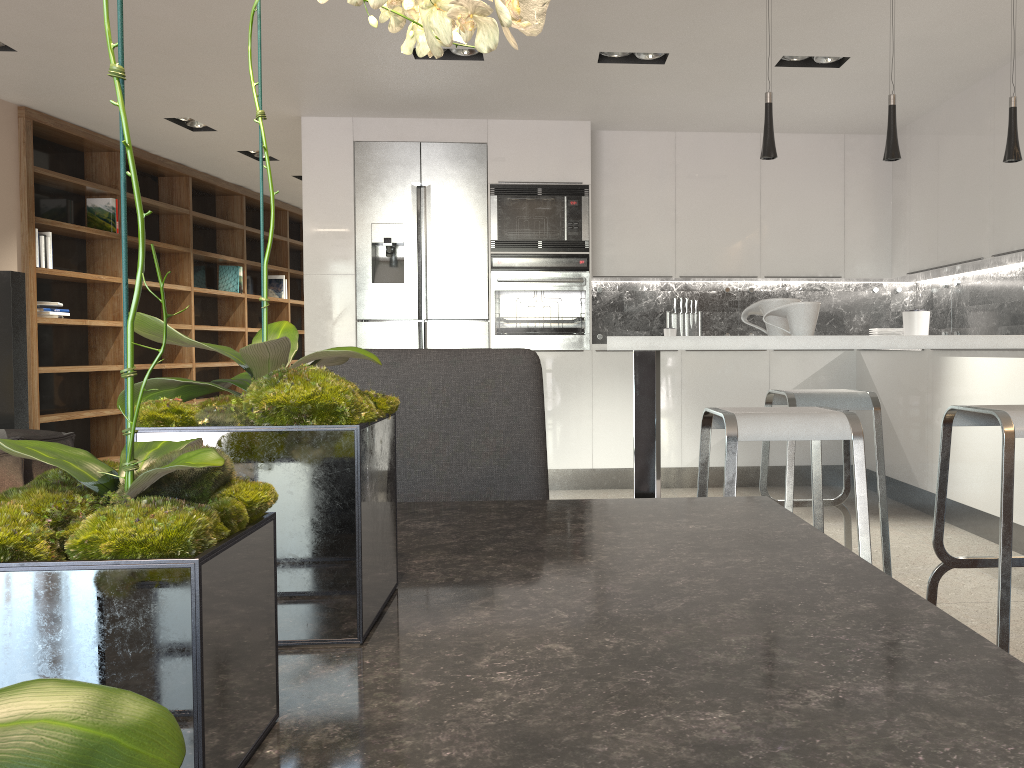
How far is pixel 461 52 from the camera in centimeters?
461cm

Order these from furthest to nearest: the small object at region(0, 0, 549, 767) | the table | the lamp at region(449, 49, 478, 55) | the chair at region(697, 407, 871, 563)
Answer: the lamp at region(449, 49, 478, 55) → the chair at region(697, 407, 871, 563) → the table → the small object at region(0, 0, 549, 767)

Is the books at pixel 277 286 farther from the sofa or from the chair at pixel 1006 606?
the chair at pixel 1006 606

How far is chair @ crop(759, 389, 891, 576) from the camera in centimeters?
311cm

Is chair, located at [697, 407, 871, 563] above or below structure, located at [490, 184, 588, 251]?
below

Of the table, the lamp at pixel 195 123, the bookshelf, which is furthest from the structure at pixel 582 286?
the table

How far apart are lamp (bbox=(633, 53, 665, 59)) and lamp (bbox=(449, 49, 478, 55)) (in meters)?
0.89

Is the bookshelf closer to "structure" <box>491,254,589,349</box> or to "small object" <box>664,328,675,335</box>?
→ "structure" <box>491,254,589,349</box>

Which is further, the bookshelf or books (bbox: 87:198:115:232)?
books (bbox: 87:198:115:232)

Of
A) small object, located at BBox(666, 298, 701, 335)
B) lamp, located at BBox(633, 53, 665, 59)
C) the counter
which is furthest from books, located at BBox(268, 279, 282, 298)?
the counter
